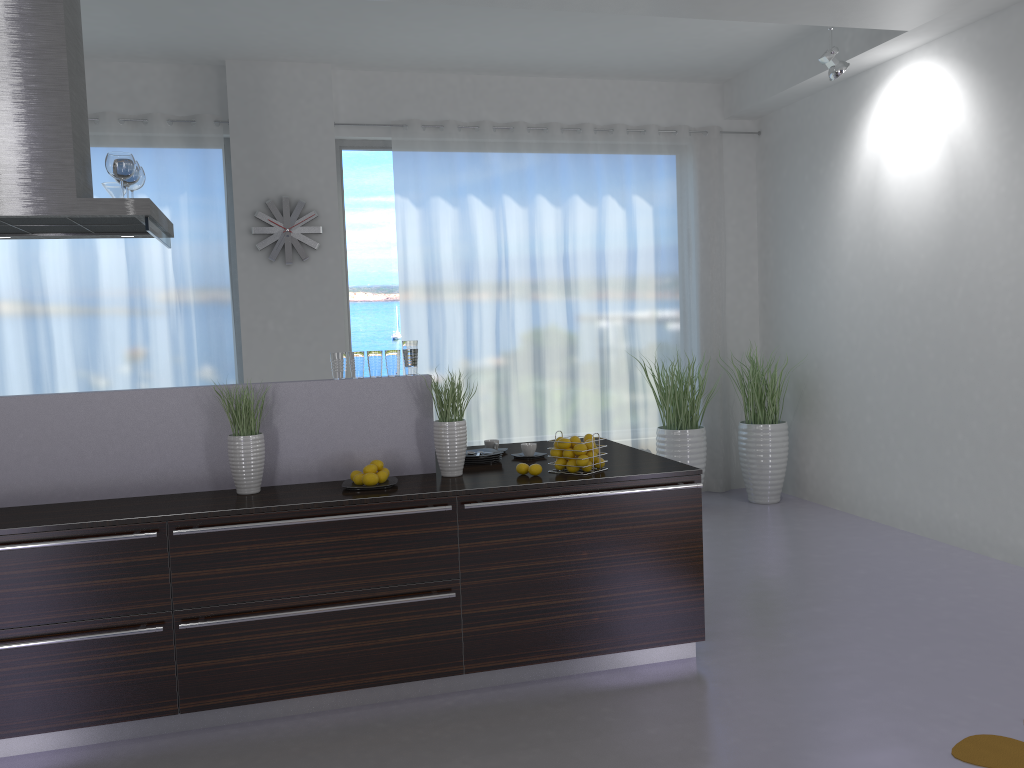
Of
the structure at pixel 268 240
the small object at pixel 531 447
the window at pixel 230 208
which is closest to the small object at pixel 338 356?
the small object at pixel 531 447

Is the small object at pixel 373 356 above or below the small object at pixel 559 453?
above

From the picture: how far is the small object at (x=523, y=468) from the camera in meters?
3.9

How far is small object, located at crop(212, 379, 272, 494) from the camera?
3.6m

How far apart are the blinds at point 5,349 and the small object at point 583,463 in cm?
367

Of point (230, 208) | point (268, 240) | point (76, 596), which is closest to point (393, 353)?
point (76, 596)

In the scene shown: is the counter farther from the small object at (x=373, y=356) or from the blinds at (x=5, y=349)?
the blinds at (x=5, y=349)

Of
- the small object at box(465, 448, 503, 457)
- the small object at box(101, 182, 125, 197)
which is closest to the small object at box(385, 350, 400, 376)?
the small object at box(465, 448, 503, 457)

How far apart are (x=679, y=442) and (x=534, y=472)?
3.3 meters

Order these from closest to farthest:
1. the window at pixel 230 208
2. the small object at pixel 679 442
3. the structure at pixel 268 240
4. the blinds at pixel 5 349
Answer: the blinds at pixel 5 349 < the structure at pixel 268 240 < the window at pixel 230 208 < the small object at pixel 679 442
